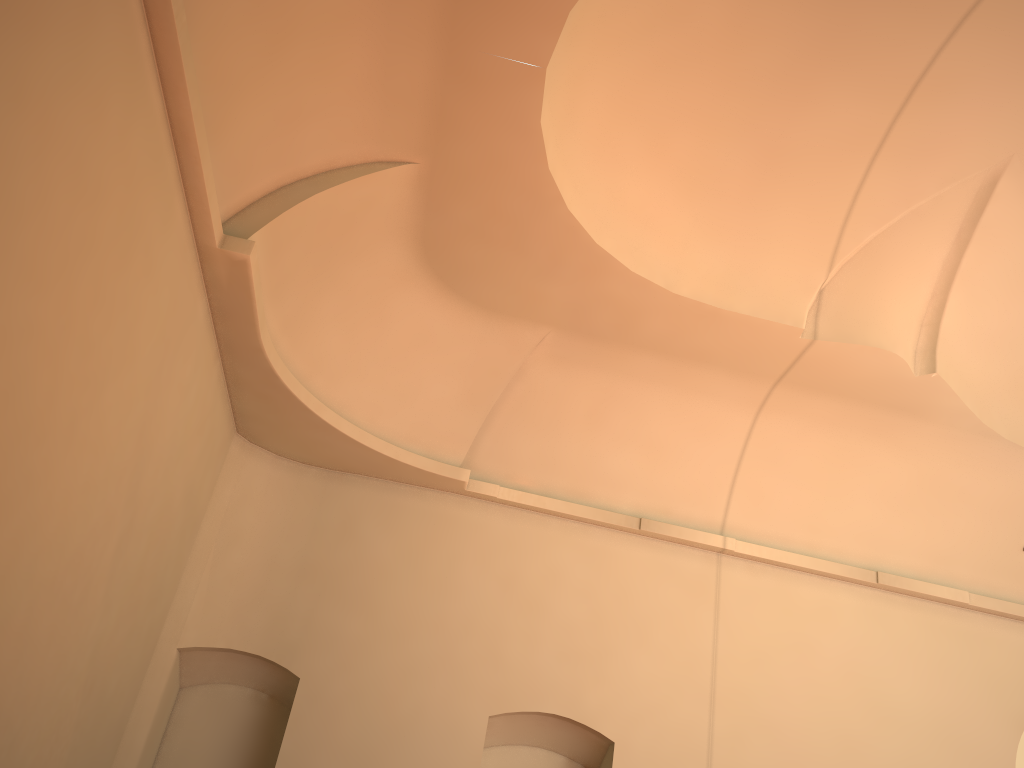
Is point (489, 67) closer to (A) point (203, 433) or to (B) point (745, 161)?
(B) point (745, 161)

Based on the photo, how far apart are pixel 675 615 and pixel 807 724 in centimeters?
175cm

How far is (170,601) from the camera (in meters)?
8.52
